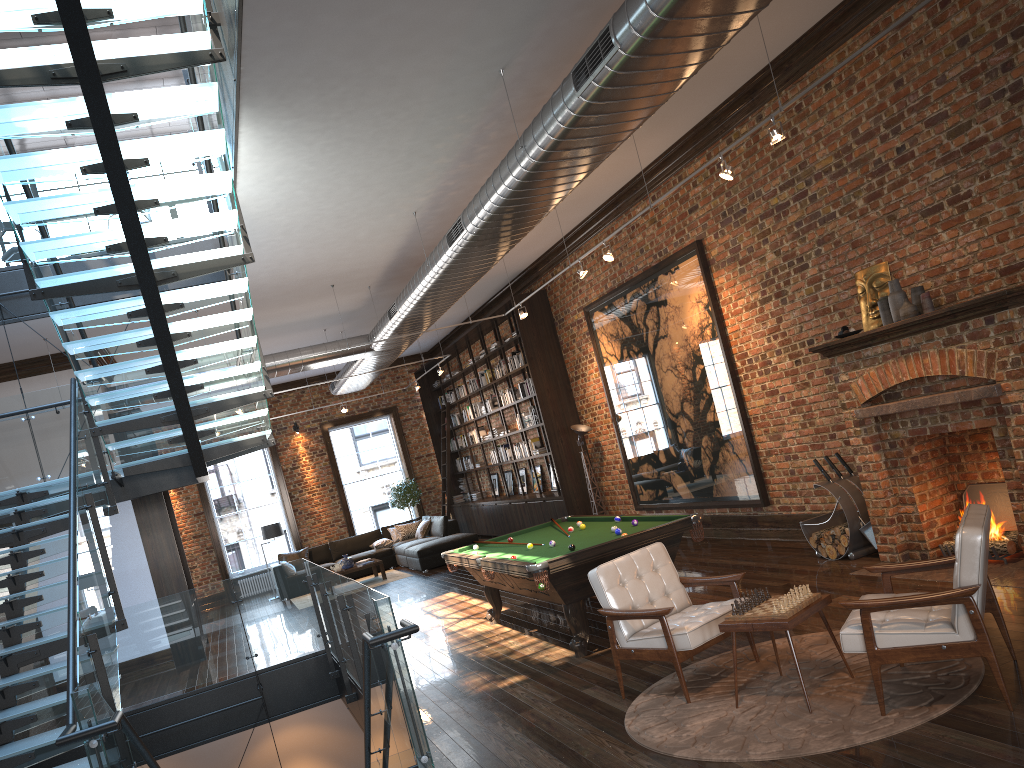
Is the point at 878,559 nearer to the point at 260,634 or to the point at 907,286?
the point at 907,286

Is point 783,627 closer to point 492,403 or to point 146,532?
point 146,532

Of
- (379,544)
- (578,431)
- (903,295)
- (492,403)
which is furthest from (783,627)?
(379,544)

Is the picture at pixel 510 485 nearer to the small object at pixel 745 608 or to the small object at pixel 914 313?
the small object at pixel 914 313

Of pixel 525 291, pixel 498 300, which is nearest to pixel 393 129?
pixel 525 291

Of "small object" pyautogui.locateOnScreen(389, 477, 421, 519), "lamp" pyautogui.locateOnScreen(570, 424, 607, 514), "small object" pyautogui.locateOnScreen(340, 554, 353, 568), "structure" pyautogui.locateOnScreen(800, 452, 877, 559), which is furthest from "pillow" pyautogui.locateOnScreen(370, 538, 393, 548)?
"structure" pyautogui.locateOnScreen(800, 452, 877, 559)

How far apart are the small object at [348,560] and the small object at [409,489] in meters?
3.9 m

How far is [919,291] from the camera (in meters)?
6.83

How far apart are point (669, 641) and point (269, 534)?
13.4m

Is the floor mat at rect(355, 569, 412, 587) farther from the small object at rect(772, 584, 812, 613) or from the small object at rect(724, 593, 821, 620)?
the small object at rect(772, 584, 812, 613)
